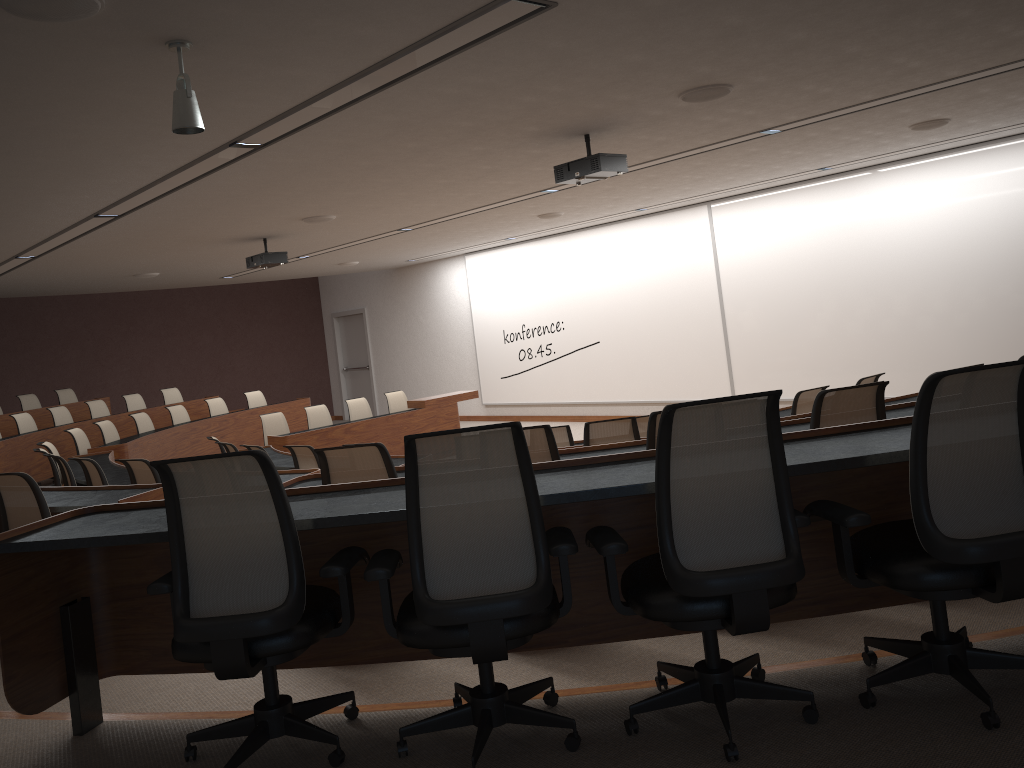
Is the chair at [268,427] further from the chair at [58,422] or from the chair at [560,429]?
the chair at [560,429]

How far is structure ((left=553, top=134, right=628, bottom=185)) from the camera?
6.11m

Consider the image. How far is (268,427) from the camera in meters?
11.6

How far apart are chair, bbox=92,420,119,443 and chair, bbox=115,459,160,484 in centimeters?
505cm

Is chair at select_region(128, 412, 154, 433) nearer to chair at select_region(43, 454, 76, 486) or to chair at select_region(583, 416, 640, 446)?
chair at select_region(43, 454, 76, 486)

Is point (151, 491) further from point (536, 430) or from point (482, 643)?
point (482, 643)

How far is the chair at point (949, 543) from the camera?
2.3 meters

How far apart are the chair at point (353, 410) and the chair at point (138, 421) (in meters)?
2.70

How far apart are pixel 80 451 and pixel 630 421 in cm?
759

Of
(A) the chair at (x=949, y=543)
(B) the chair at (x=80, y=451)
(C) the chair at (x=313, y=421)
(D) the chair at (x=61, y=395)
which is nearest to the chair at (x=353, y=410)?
(C) the chair at (x=313, y=421)
